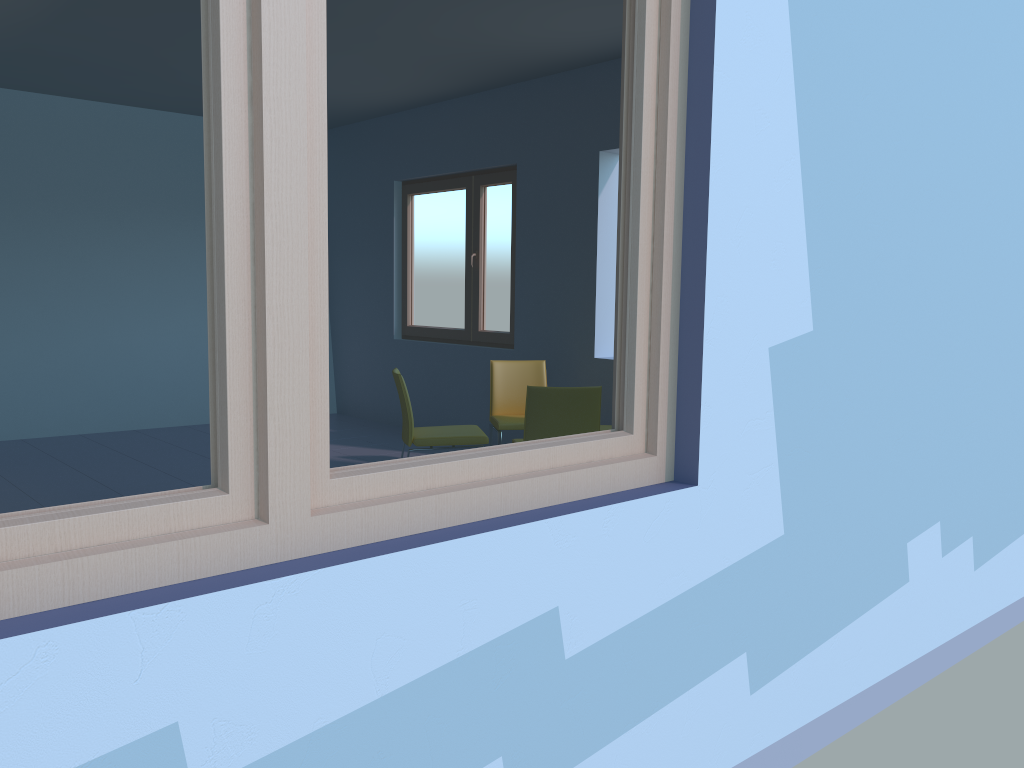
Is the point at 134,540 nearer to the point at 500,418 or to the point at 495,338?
the point at 500,418

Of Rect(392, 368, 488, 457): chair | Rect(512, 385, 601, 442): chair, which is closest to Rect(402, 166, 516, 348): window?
Rect(392, 368, 488, 457): chair

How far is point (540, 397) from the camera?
4.02m

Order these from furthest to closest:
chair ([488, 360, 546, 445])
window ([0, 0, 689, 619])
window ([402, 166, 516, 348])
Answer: window ([402, 166, 516, 348])
chair ([488, 360, 546, 445])
window ([0, 0, 689, 619])

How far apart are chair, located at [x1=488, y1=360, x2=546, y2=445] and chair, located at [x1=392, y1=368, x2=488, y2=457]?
0.23m

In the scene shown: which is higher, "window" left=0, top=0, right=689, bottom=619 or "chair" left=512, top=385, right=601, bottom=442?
"window" left=0, top=0, right=689, bottom=619

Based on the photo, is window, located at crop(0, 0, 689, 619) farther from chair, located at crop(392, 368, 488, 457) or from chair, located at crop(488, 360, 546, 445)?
chair, located at crop(488, 360, 546, 445)

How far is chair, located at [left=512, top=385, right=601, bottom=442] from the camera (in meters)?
4.02

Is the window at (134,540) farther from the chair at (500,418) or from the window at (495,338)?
the window at (495,338)

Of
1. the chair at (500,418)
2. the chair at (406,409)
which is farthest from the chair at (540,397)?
the chair at (500,418)
